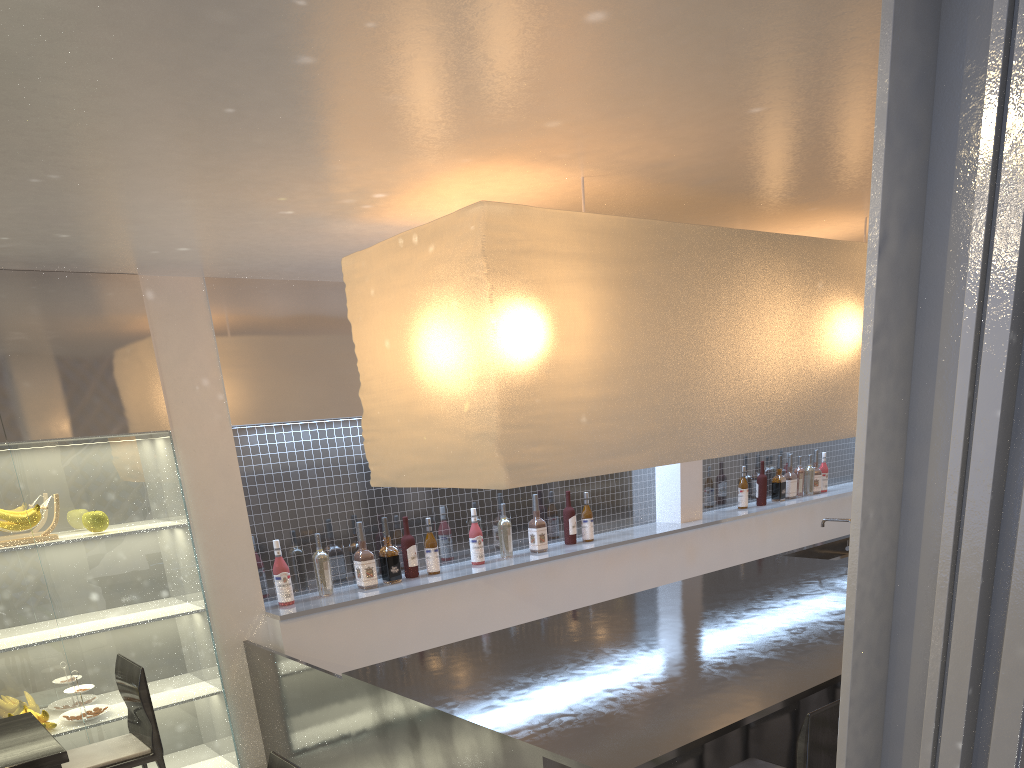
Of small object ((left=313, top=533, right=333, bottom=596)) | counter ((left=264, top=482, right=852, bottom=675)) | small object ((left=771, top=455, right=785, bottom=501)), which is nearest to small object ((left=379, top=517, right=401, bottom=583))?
counter ((left=264, top=482, right=852, bottom=675))

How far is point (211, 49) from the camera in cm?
97

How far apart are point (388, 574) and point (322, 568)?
0.2 meters

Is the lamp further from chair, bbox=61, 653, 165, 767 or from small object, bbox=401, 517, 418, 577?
small object, bbox=401, 517, 418, 577

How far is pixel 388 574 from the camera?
2.4m

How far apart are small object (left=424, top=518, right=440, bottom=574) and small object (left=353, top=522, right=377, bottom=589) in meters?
0.2 m

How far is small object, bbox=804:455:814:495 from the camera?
3.8m

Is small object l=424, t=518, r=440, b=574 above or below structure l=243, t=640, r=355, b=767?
above

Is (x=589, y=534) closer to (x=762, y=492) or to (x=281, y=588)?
(x=762, y=492)

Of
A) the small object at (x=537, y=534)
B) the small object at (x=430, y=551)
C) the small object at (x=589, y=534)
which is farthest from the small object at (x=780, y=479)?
A: the small object at (x=430, y=551)
